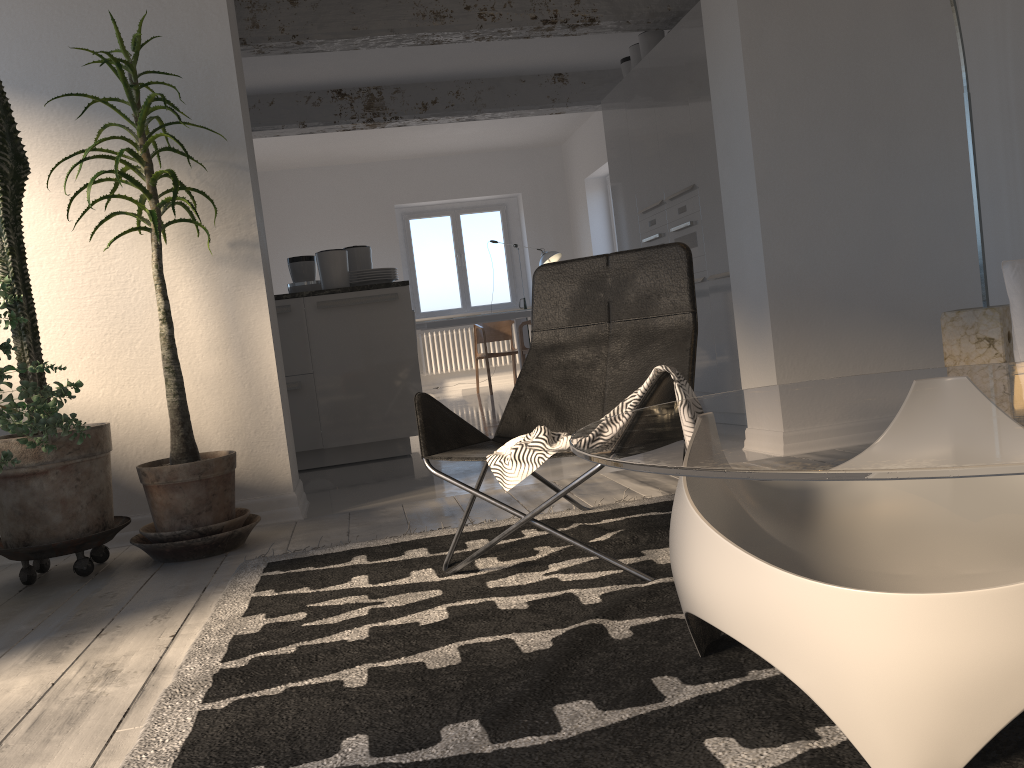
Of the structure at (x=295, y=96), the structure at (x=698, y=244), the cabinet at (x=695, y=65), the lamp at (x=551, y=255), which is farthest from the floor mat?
the lamp at (x=551, y=255)

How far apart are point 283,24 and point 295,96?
2.2 meters

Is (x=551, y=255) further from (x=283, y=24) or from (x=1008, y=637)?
(x=1008, y=637)

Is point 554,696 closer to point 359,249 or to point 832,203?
point 832,203

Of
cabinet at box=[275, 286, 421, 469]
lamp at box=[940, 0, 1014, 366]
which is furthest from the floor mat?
cabinet at box=[275, 286, 421, 469]

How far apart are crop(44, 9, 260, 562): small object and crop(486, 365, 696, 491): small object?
1.3 meters

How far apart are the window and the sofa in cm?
916

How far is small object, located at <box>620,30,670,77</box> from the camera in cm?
638

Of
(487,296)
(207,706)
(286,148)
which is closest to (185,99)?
(207,706)

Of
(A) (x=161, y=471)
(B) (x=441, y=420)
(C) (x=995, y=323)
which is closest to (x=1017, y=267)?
(C) (x=995, y=323)
